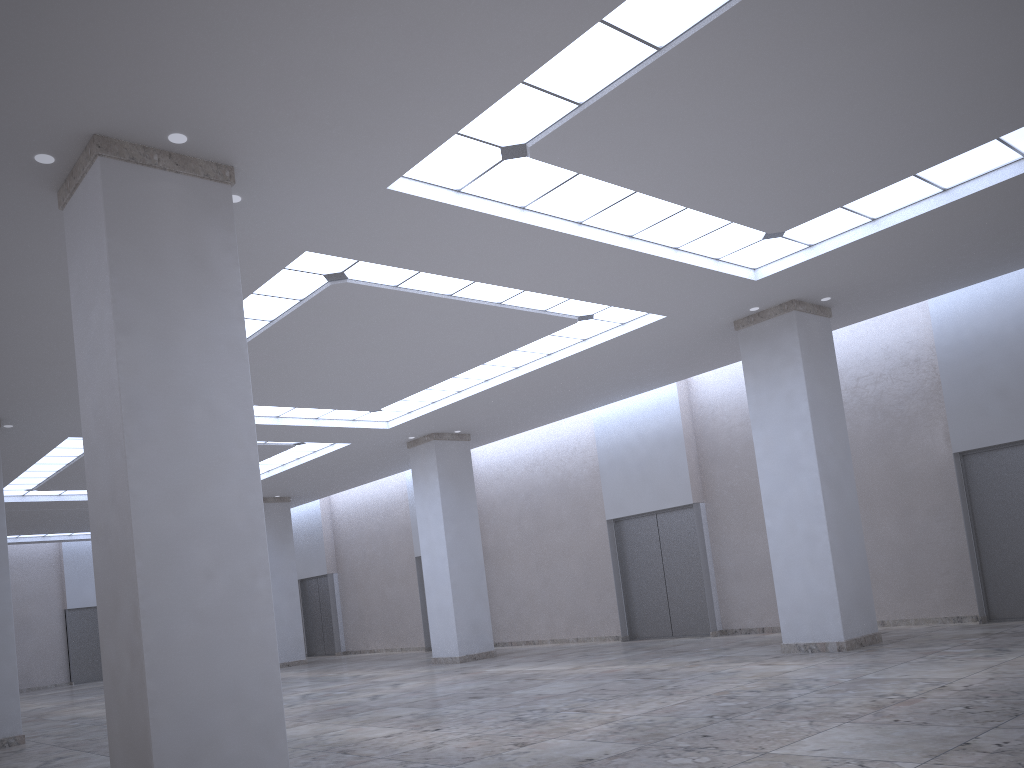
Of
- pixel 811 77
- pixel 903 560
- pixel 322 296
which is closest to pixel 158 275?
pixel 322 296

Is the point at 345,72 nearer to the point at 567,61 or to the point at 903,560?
the point at 567,61
